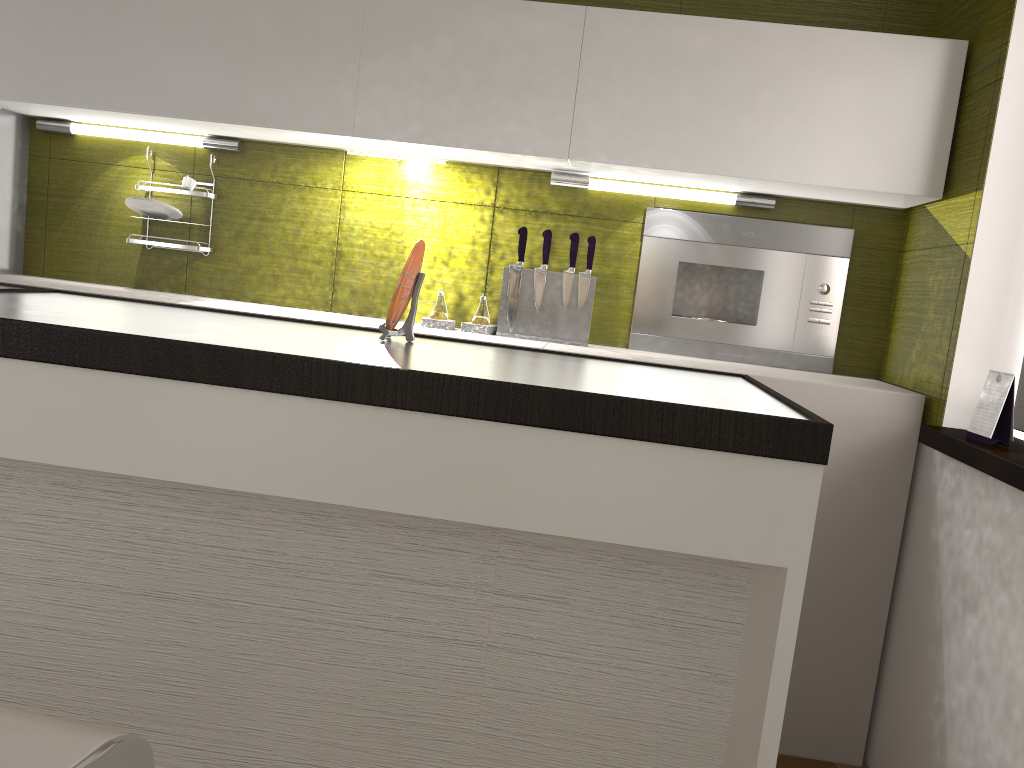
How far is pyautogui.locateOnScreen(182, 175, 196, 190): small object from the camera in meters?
3.0 m

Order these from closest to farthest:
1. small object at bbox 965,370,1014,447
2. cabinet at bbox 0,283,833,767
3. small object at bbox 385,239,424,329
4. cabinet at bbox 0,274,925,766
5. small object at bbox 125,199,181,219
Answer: cabinet at bbox 0,283,833,767
small object at bbox 385,239,424,329
small object at bbox 965,370,1014,447
cabinet at bbox 0,274,925,766
small object at bbox 125,199,181,219

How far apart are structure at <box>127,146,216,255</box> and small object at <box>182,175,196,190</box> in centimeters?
8cm

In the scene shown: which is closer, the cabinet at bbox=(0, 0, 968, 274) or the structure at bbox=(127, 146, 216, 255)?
the cabinet at bbox=(0, 0, 968, 274)

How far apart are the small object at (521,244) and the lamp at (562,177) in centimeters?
19cm

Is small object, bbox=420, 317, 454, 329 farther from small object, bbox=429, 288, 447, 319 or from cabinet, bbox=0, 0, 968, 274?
cabinet, bbox=0, 0, 968, 274

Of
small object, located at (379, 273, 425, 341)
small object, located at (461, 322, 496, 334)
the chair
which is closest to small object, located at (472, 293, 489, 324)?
small object, located at (461, 322, 496, 334)

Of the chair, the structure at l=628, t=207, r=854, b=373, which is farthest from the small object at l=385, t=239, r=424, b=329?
the structure at l=628, t=207, r=854, b=373

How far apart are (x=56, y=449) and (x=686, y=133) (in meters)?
1.91

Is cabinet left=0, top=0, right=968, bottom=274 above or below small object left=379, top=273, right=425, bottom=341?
above
